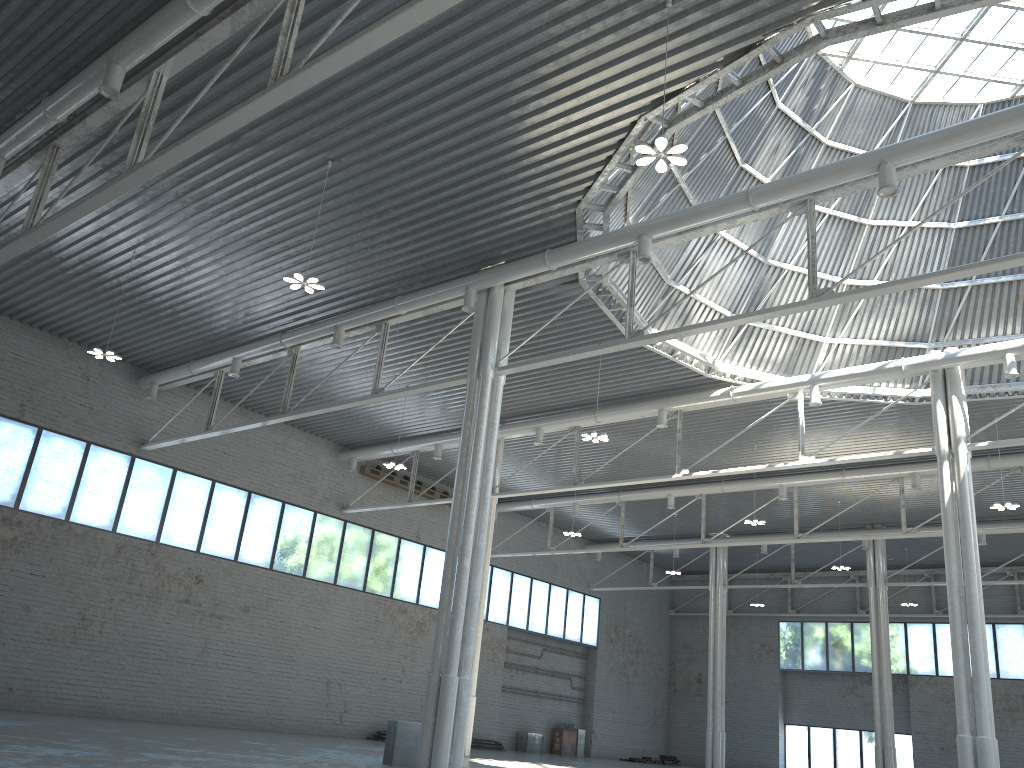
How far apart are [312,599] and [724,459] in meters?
24.1
